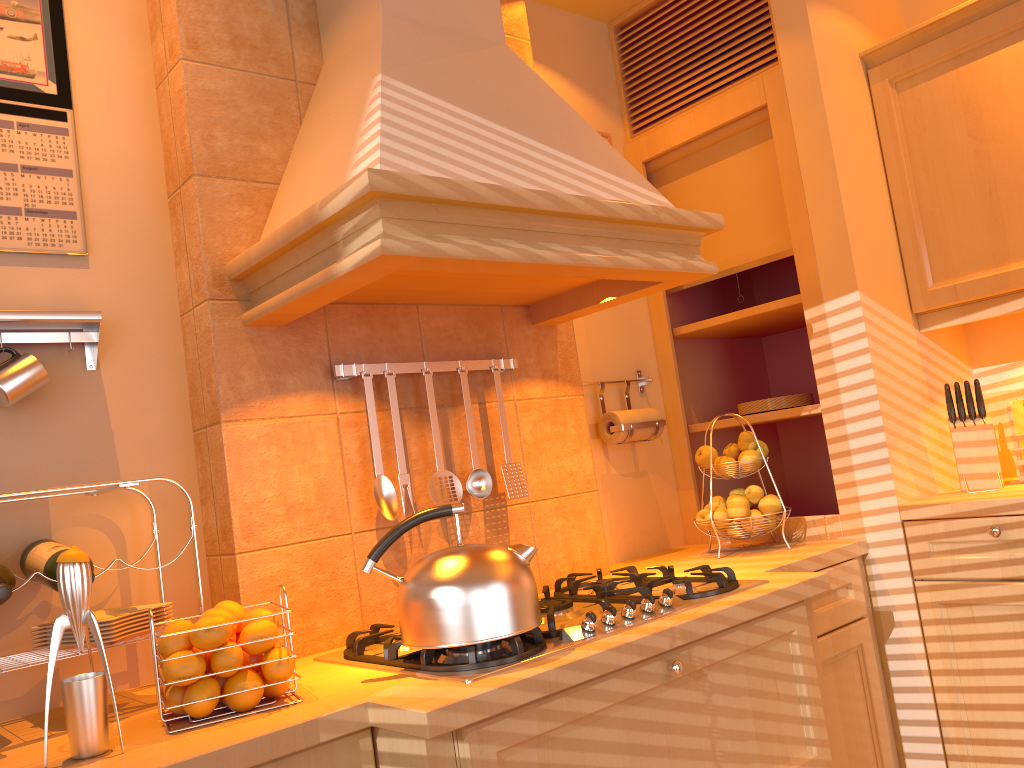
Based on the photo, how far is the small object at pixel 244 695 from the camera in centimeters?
133cm

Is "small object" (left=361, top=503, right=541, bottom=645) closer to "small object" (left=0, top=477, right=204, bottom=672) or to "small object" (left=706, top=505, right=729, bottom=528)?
"small object" (left=0, top=477, right=204, bottom=672)

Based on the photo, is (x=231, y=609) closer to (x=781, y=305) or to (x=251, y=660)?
(x=251, y=660)

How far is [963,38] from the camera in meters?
2.3

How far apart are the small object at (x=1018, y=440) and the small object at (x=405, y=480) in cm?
164

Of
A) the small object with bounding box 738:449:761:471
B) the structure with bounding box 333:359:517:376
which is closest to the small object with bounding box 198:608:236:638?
the structure with bounding box 333:359:517:376

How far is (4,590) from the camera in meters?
1.3 m

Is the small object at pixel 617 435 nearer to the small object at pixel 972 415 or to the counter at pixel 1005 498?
the counter at pixel 1005 498

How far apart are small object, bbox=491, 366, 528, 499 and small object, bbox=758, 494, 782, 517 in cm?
71

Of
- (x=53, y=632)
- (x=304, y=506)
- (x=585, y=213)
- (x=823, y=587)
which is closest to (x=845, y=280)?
(x=823, y=587)
